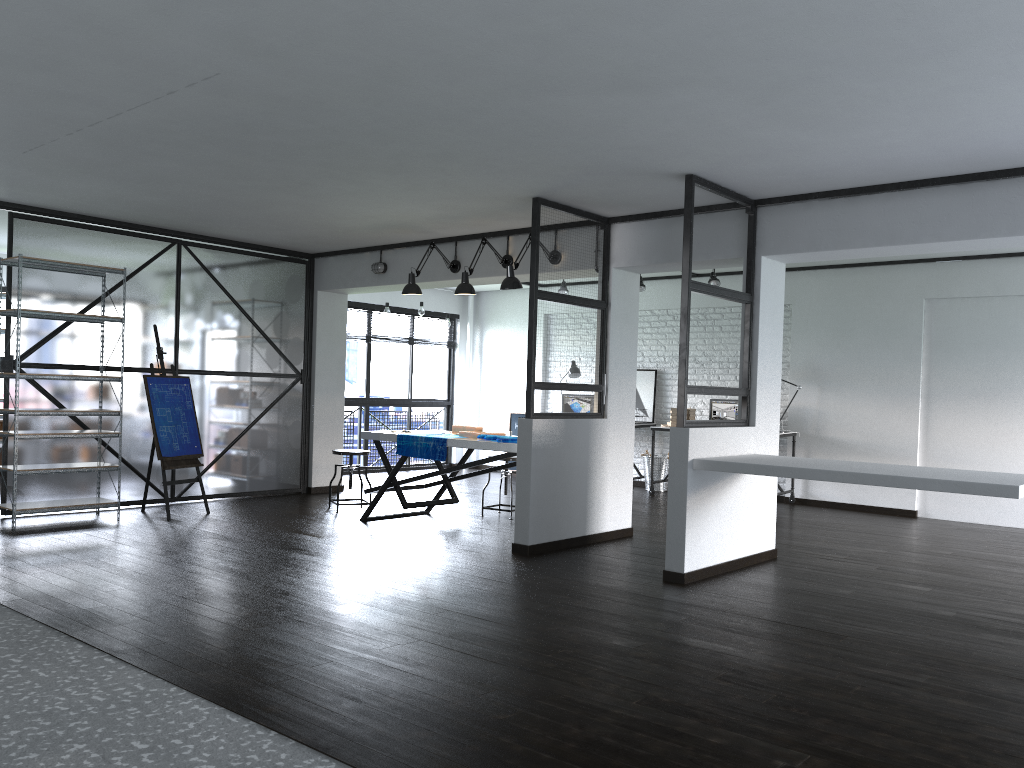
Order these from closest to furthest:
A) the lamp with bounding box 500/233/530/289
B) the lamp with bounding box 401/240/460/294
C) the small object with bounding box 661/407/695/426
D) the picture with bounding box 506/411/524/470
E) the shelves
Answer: the shelves < the lamp with bounding box 500/233/530/289 < the lamp with bounding box 401/240/460/294 < the small object with bounding box 661/407/695/426 < the picture with bounding box 506/411/524/470

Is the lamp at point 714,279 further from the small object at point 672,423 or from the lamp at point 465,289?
the lamp at point 465,289

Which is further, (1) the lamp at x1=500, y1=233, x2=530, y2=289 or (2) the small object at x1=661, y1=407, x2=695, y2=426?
(2) the small object at x1=661, y1=407, x2=695, y2=426

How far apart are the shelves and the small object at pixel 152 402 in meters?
0.3 m

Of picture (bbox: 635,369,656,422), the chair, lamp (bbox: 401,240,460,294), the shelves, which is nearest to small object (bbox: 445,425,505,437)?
the chair

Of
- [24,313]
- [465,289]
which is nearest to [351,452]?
[465,289]

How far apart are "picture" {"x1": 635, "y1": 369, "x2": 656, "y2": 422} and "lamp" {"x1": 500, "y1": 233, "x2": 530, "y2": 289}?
4.22m

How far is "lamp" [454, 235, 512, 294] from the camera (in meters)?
6.52

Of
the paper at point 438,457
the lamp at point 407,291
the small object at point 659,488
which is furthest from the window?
the paper at point 438,457

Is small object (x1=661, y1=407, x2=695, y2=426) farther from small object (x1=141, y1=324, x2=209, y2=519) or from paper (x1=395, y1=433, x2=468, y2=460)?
small object (x1=141, y1=324, x2=209, y2=519)
